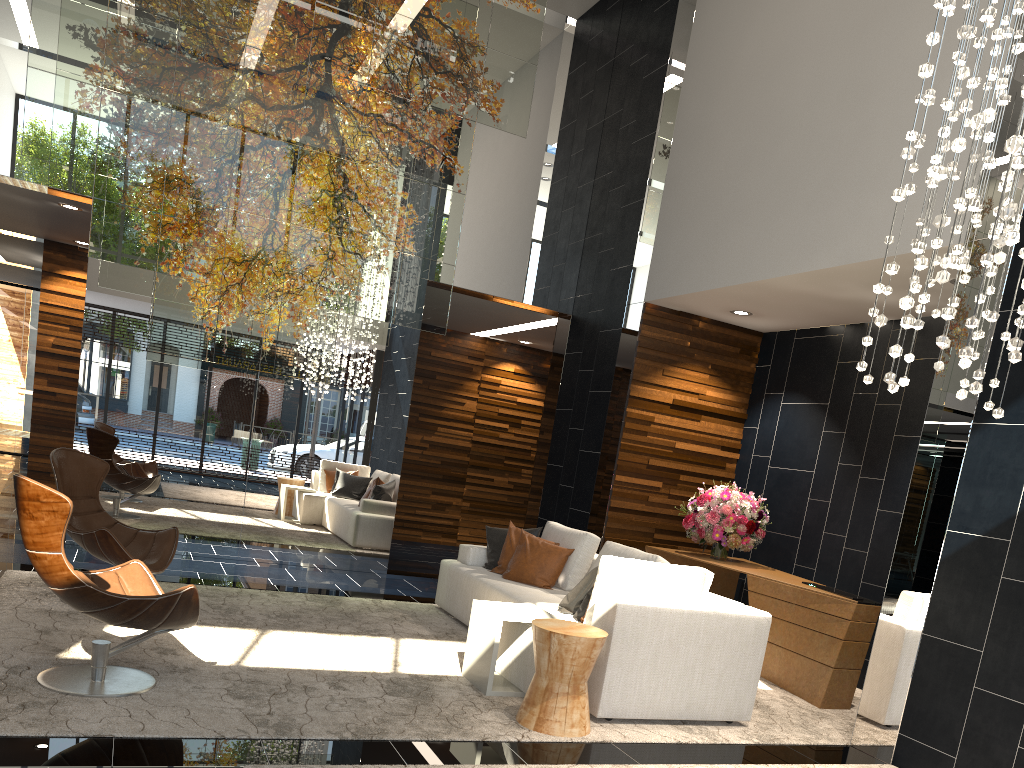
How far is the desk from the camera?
5.53m

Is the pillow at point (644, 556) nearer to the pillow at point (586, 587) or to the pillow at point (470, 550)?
the pillow at point (586, 587)

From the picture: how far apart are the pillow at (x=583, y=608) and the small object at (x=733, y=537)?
2.2 meters

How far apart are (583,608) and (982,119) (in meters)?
3.24

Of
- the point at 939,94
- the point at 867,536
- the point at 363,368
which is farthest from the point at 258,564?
the point at 939,94

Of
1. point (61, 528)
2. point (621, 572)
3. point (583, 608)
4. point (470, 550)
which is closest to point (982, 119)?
point (621, 572)

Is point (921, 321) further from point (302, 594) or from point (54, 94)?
point (54, 94)

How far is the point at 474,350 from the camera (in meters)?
11.78

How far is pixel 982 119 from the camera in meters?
2.7

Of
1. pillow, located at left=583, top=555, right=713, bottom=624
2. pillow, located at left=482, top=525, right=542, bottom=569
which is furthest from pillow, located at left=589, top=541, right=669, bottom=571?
pillow, located at left=482, top=525, right=542, bottom=569
